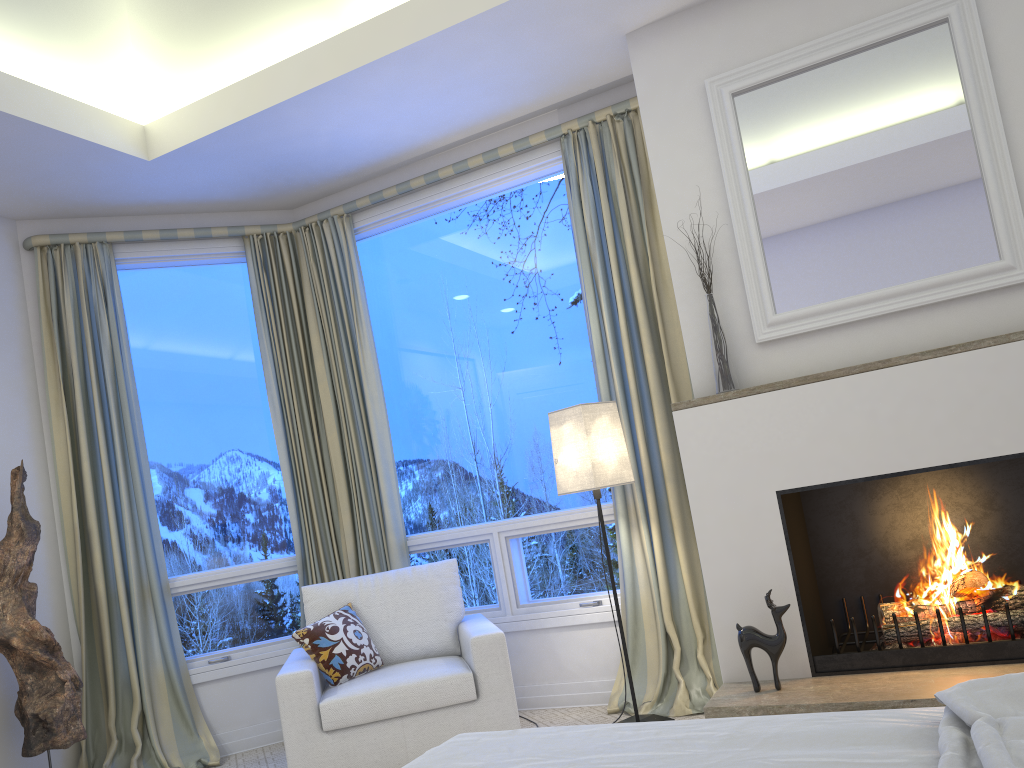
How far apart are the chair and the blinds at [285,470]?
0.6 meters

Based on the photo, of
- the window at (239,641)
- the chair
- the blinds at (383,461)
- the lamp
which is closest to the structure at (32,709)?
the window at (239,641)

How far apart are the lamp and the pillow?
0.9m

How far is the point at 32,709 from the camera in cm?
329

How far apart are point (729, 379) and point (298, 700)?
1.80m

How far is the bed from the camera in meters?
1.1 m

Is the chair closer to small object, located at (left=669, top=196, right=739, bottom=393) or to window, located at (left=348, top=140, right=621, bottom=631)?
window, located at (left=348, top=140, right=621, bottom=631)

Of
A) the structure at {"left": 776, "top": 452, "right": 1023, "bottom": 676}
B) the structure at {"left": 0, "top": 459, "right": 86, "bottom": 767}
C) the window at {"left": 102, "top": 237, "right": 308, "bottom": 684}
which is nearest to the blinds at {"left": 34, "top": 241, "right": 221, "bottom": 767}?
the window at {"left": 102, "top": 237, "right": 308, "bottom": 684}

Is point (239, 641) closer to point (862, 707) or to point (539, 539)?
point (539, 539)

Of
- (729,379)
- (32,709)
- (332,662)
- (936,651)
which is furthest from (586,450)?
(32,709)
